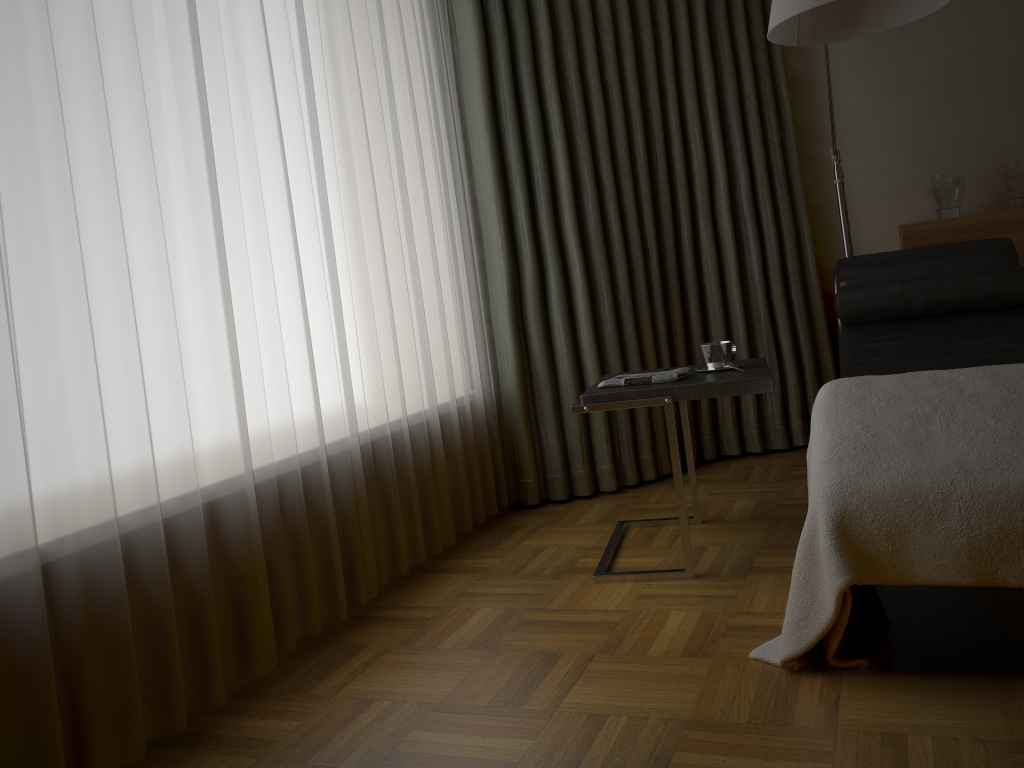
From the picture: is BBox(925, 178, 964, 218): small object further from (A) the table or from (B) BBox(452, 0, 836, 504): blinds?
(A) the table

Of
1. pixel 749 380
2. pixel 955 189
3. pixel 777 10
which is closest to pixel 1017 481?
pixel 749 380

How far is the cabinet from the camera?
3.37m

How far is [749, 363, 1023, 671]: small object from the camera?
1.6m

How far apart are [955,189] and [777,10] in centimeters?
173cm

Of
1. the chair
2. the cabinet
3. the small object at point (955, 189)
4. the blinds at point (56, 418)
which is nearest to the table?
the chair

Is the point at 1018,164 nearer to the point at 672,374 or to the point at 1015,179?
the point at 1015,179

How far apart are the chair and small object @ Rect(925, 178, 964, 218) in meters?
0.6

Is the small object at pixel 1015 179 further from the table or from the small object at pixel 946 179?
the table

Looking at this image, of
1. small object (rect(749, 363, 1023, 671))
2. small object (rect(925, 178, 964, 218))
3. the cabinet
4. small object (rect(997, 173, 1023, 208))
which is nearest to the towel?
small object (rect(749, 363, 1023, 671))
